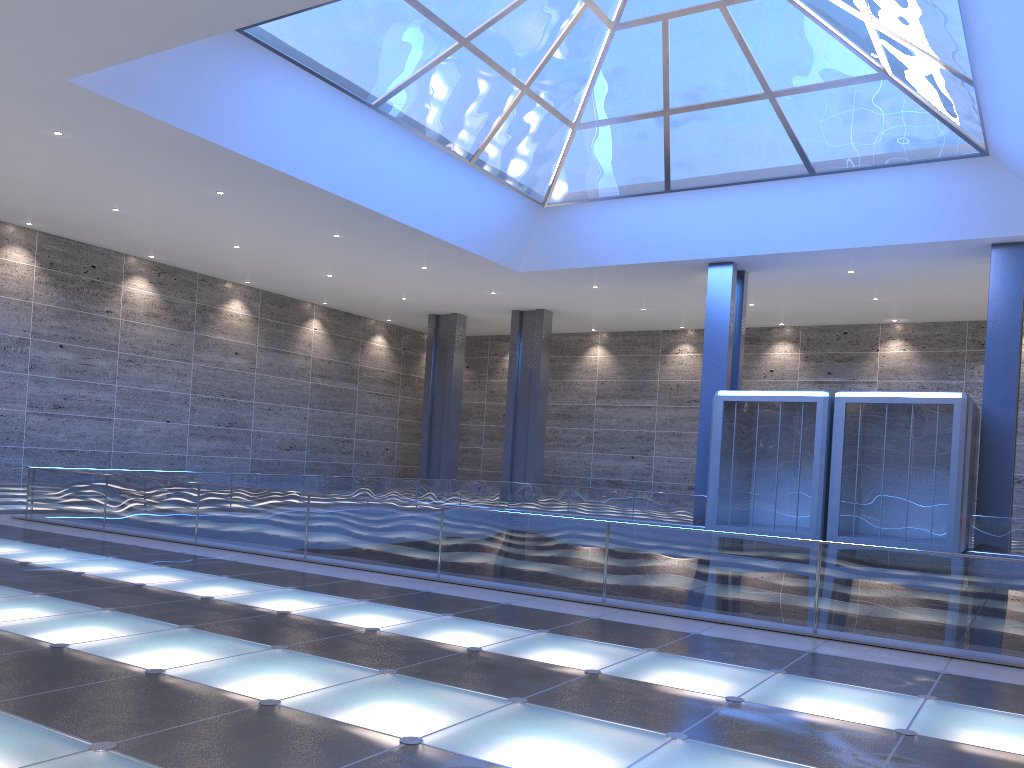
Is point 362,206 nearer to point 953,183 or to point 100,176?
point 100,176
